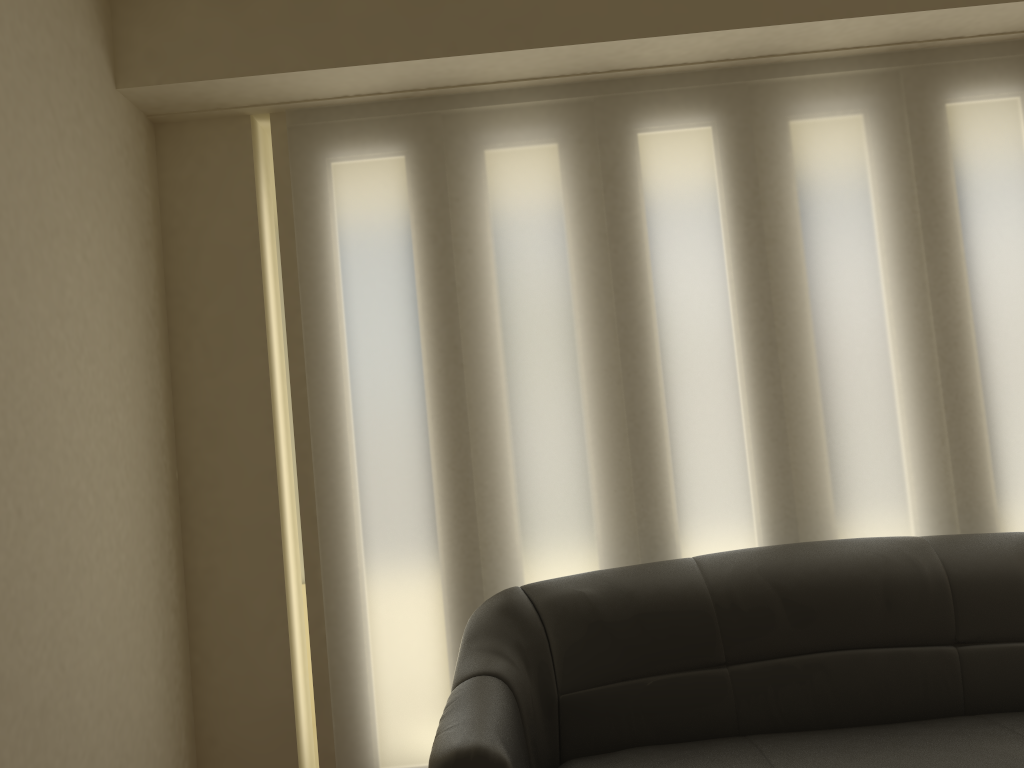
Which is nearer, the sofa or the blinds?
the sofa

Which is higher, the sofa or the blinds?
the blinds

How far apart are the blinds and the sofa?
0.21m

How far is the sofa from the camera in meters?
2.3 m

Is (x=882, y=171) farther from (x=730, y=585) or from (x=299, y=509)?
(x=299, y=509)

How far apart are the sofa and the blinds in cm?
21

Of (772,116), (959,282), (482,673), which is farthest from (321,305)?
(959,282)

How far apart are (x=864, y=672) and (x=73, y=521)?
2.26m

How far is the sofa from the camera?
2.32m

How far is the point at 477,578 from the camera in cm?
306
